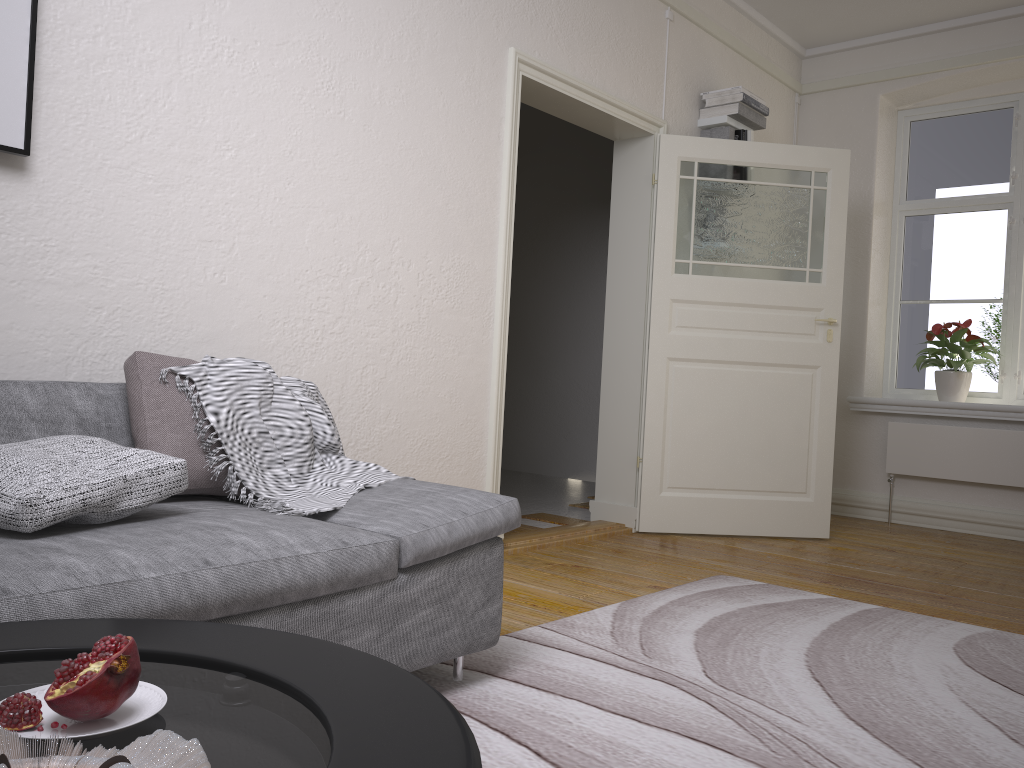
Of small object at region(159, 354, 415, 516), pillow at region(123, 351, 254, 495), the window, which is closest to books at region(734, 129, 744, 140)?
the window

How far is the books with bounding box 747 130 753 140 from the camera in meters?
5.1 m

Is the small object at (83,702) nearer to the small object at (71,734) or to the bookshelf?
the small object at (71,734)

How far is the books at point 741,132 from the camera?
5.1 meters

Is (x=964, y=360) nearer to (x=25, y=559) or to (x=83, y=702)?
(x=25, y=559)

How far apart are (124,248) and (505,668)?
1.69m

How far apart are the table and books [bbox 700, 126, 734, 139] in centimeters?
449cm

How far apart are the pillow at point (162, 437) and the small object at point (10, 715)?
1.4m

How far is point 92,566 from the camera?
1.6m

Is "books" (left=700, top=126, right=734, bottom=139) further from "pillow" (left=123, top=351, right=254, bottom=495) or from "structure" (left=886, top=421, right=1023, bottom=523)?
"pillow" (left=123, top=351, right=254, bottom=495)
